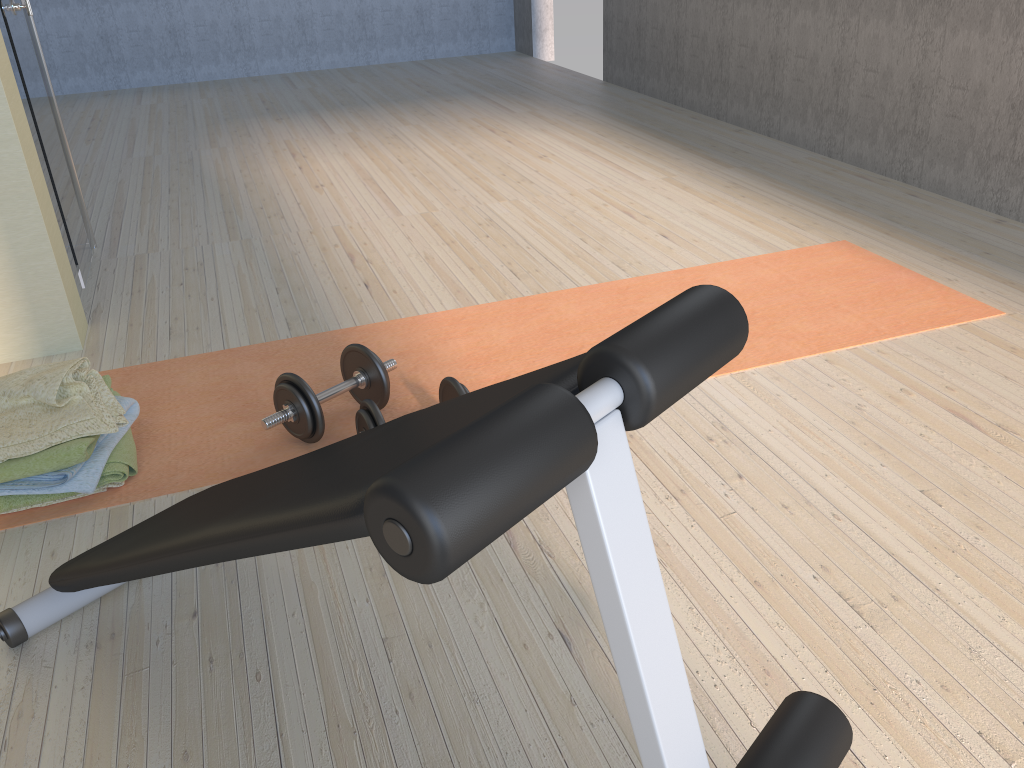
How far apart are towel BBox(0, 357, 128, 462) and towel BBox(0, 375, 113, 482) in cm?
1

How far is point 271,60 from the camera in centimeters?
729cm

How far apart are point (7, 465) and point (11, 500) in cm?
10

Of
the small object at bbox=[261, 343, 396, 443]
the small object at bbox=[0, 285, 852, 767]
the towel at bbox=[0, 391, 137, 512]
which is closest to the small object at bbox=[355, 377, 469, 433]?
the small object at bbox=[261, 343, 396, 443]

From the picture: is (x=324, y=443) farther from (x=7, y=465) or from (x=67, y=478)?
(x=7, y=465)

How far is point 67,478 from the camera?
1.8 meters

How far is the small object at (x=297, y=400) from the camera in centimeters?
198cm

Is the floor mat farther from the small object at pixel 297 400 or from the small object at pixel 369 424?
the small object at pixel 369 424

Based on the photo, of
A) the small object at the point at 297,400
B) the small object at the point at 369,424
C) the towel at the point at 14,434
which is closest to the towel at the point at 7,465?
the towel at the point at 14,434

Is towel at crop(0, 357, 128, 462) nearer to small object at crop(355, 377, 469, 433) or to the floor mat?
the floor mat
